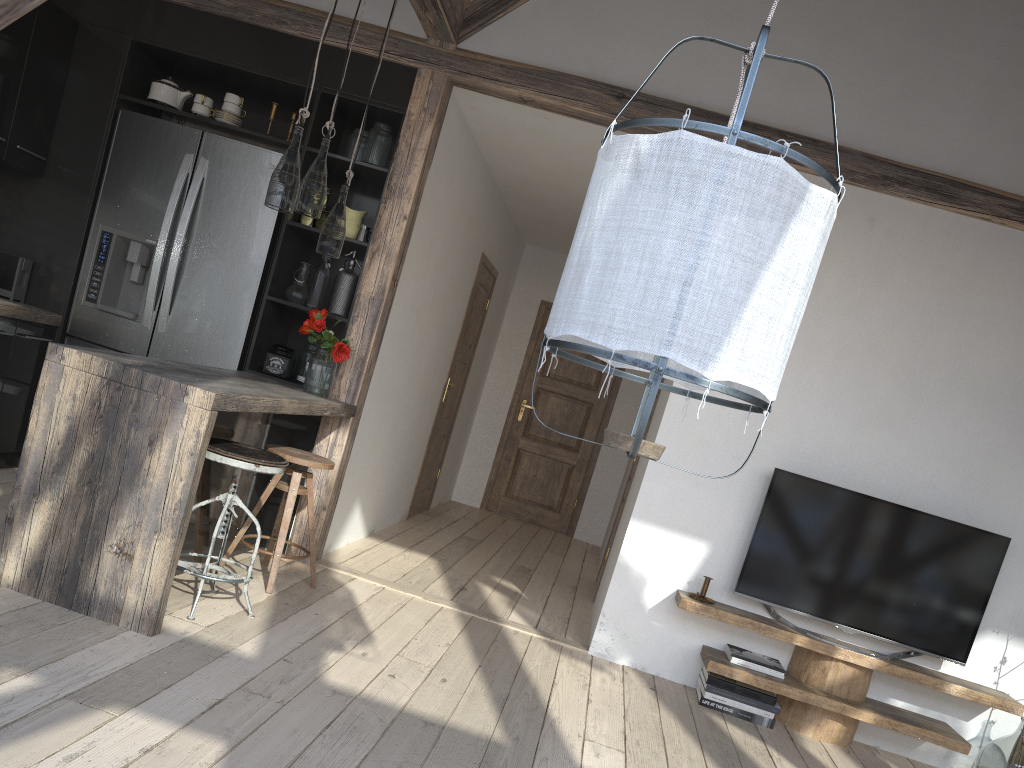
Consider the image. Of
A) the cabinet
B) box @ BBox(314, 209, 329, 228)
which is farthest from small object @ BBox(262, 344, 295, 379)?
box @ BBox(314, 209, 329, 228)

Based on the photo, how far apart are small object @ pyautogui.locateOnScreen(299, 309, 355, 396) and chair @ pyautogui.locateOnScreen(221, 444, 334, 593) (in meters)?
0.41

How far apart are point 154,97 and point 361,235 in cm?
134

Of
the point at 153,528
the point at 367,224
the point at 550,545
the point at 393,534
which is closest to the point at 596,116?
the point at 367,224

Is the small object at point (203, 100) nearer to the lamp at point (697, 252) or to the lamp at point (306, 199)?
the lamp at point (306, 199)

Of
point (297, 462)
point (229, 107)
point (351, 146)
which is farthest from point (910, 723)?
point (229, 107)

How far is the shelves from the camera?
3.9 meters

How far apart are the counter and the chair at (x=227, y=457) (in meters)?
0.17

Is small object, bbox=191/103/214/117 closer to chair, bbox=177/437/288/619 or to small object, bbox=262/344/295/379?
small object, bbox=262/344/295/379

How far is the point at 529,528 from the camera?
8.0 meters
